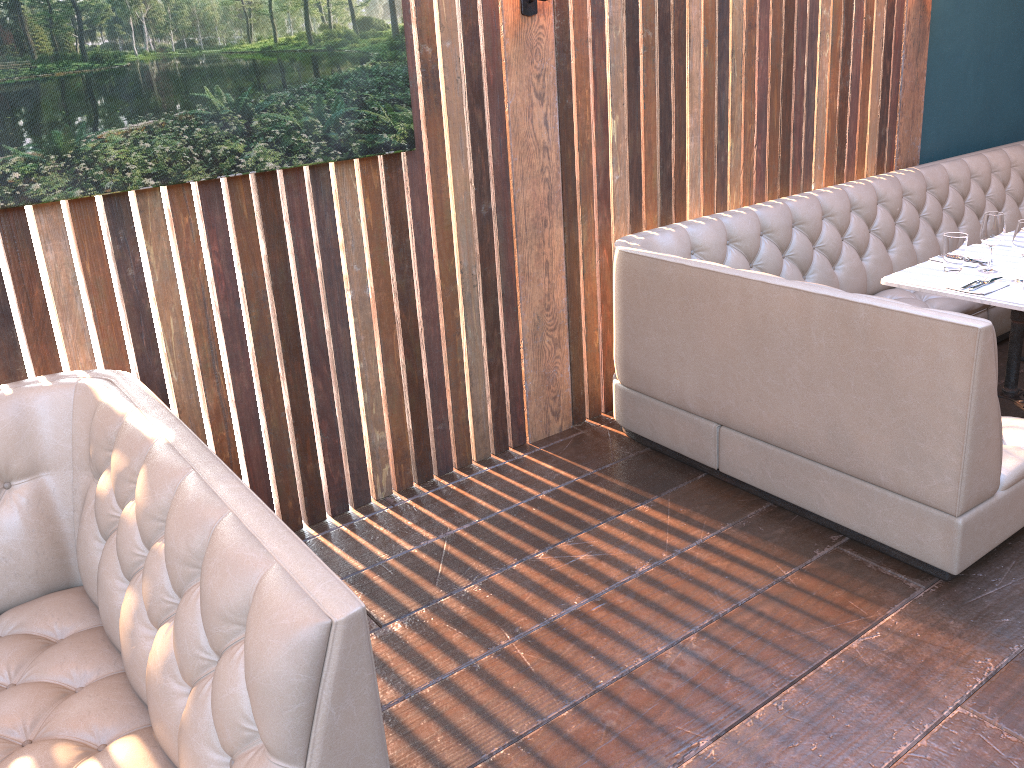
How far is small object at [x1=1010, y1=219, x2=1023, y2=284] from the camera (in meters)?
3.38

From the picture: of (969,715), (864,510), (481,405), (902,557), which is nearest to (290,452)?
(481,405)

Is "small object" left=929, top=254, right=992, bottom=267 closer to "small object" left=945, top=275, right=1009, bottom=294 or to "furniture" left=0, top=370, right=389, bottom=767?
"small object" left=945, top=275, right=1009, bottom=294

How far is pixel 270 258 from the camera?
3.0 meters

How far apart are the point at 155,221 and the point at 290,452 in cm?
96

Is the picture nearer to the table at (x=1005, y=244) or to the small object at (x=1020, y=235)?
the small object at (x=1020, y=235)

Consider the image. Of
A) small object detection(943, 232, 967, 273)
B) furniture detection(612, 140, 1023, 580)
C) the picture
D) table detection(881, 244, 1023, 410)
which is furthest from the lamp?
small object detection(943, 232, 967, 273)

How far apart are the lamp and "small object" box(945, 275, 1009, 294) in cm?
194

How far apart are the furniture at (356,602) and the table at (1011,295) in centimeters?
280cm

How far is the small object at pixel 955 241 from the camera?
3.6 meters
